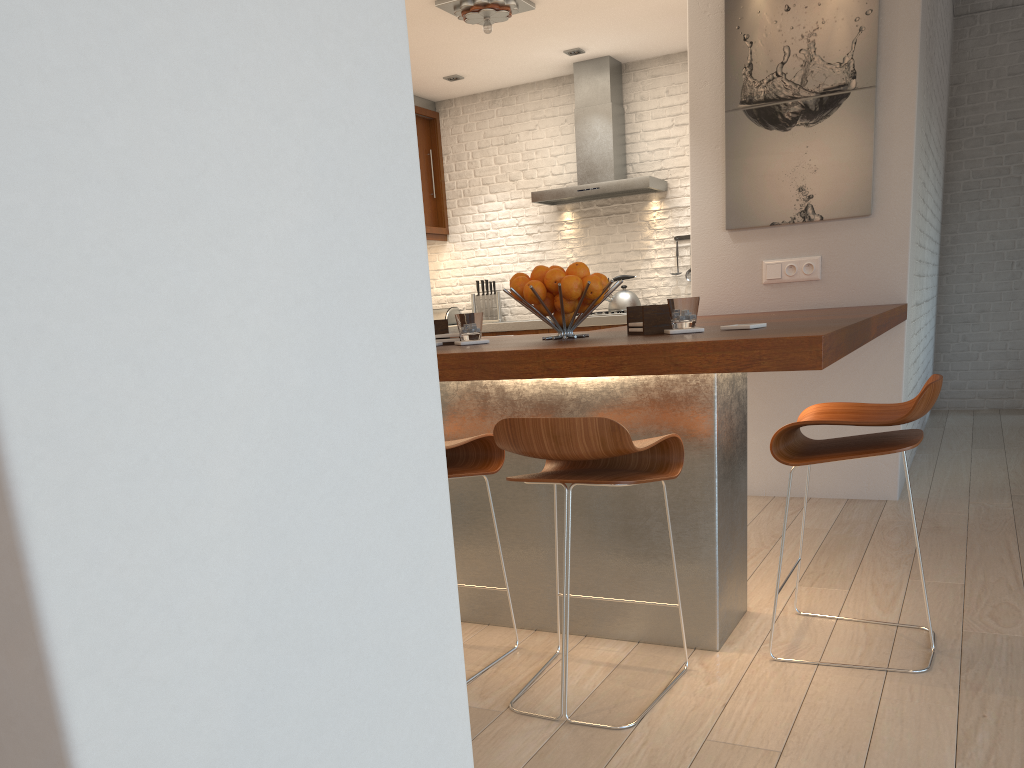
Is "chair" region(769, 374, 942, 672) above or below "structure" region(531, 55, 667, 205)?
below

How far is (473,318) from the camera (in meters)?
2.78

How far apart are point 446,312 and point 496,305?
0.5 meters

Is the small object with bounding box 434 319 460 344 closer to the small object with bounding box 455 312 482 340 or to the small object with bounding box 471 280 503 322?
the small object with bounding box 455 312 482 340

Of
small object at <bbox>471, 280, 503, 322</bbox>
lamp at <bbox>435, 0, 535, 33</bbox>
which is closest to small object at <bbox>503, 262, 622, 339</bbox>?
lamp at <bbox>435, 0, 535, 33</bbox>

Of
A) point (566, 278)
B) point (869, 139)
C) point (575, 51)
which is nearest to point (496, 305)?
point (575, 51)

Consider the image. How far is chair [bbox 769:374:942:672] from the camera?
2.2m

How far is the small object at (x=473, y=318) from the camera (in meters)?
2.78

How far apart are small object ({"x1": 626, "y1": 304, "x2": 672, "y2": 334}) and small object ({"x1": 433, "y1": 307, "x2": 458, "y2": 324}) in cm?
555

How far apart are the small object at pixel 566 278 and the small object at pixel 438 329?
0.3 meters
